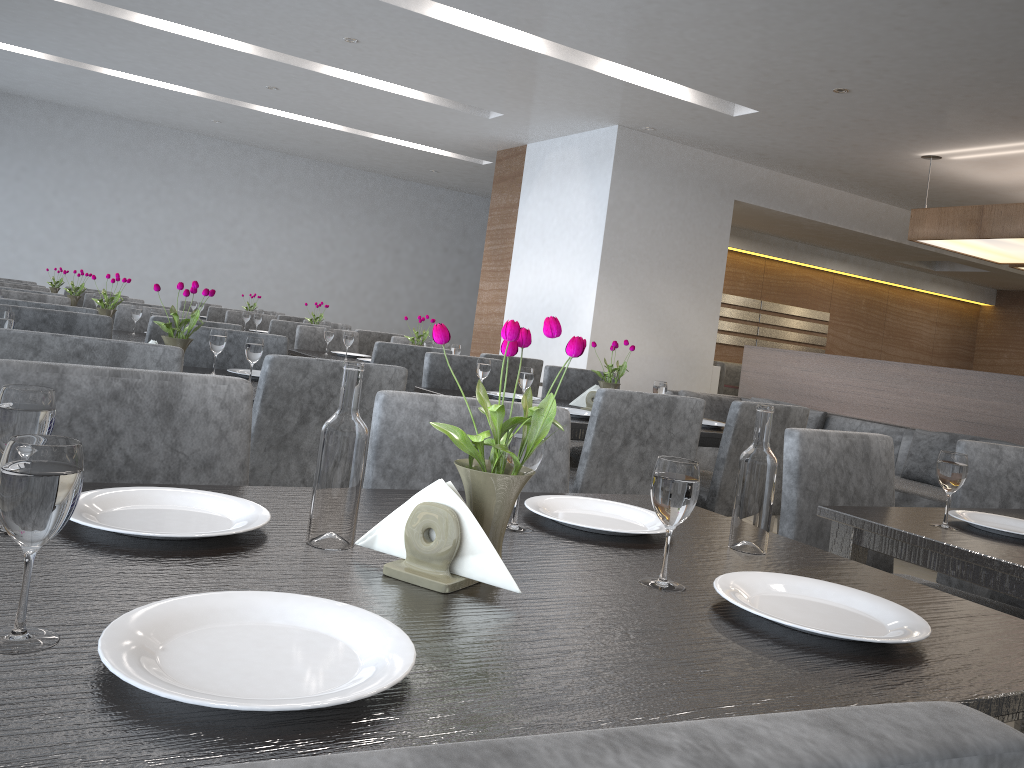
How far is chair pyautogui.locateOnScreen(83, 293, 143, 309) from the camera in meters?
5.9

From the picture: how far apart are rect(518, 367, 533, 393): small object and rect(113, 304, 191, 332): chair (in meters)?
Result: 2.50

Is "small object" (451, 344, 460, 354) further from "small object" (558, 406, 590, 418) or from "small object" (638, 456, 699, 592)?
"small object" (638, 456, 699, 592)

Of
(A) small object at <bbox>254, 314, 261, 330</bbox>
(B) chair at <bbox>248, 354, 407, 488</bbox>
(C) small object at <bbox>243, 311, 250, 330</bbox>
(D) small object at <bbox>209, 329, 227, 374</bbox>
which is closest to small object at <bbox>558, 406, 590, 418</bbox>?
(B) chair at <bbox>248, 354, 407, 488</bbox>

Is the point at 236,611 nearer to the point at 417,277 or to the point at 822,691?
the point at 822,691

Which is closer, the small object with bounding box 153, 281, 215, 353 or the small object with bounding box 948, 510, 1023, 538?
the small object with bounding box 948, 510, 1023, 538

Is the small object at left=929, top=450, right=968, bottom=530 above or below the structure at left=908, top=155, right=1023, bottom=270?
below

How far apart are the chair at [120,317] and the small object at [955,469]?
3.94m

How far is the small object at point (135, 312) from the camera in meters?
4.1

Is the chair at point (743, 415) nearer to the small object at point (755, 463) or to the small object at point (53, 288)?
the small object at point (755, 463)
